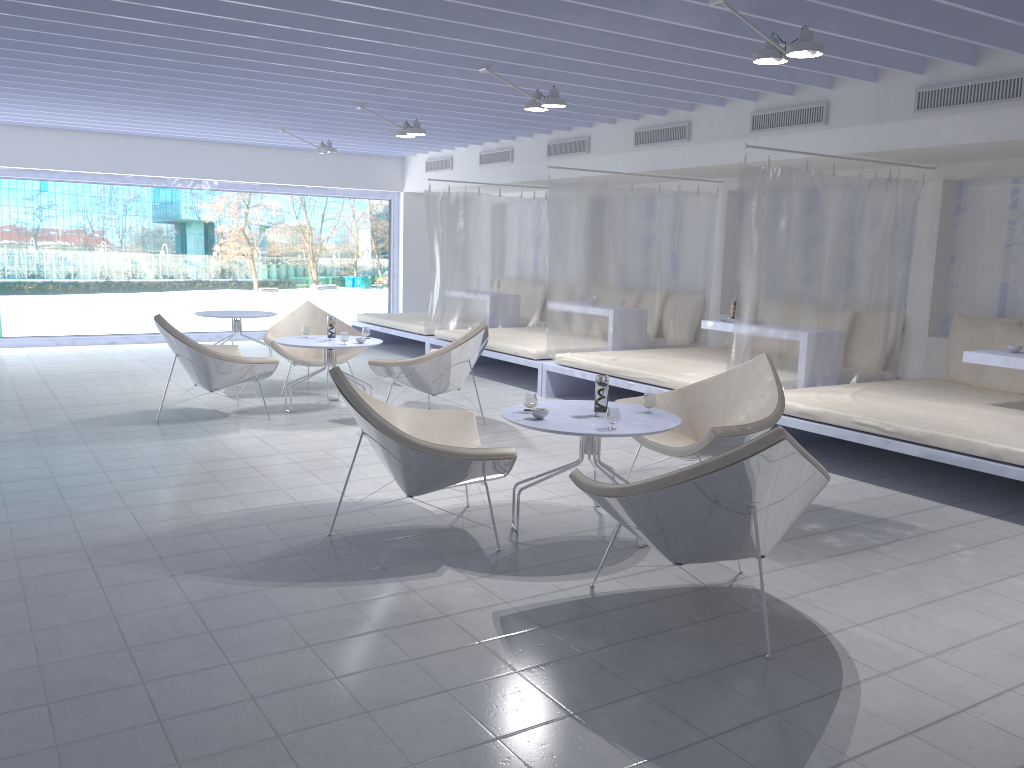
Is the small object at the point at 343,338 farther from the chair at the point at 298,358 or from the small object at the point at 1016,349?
the small object at the point at 1016,349

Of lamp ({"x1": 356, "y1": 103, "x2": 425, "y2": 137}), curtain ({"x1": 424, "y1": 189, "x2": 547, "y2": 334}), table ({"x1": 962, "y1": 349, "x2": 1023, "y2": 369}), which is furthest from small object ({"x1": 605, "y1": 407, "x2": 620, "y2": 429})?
curtain ({"x1": 424, "y1": 189, "x2": 547, "y2": 334})

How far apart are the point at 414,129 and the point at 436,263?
2.1 meters

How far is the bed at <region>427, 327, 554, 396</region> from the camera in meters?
7.9

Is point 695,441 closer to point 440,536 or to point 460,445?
point 460,445

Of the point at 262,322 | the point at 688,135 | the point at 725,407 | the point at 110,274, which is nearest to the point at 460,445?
the point at 725,407

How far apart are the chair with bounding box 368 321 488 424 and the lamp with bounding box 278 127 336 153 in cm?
392

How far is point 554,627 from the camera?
3.1 meters

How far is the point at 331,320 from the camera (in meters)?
6.87

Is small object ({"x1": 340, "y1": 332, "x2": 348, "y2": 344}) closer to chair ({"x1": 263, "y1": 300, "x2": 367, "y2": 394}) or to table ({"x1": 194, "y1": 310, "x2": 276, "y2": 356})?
chair ({"x1": 263, "y1": 300, "x2": 367, "y2": 394})
